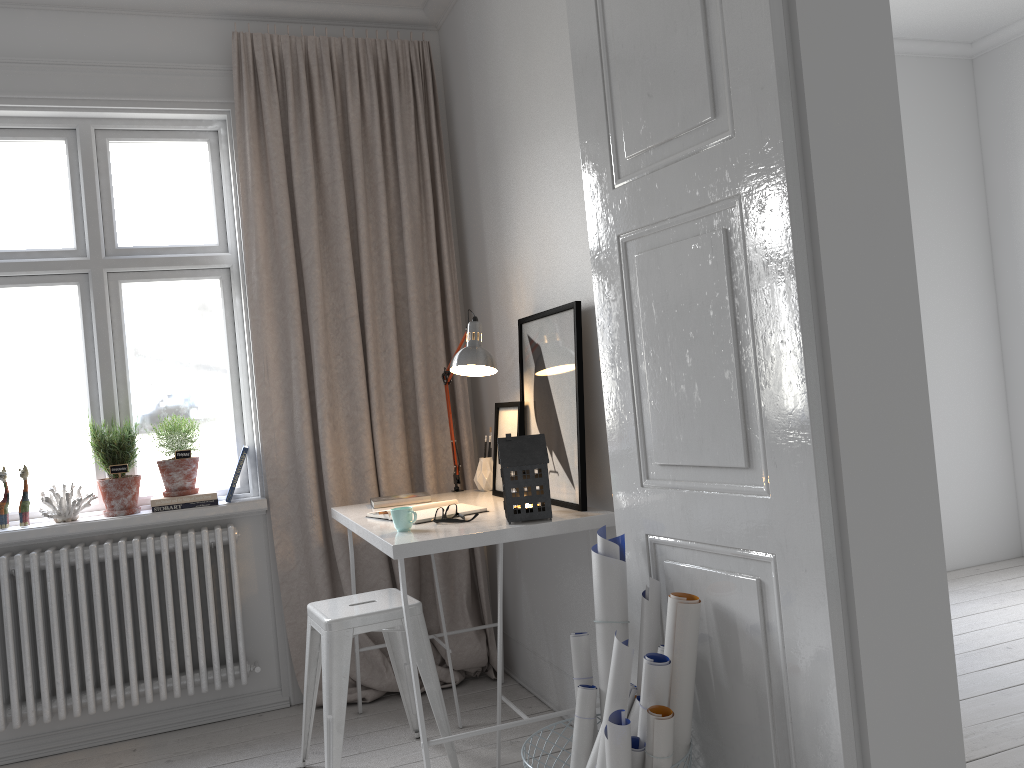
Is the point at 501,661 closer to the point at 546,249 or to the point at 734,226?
the point at 546,249

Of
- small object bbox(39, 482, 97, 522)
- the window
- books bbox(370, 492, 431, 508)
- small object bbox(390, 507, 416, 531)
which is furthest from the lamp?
small object bbox(39, 482, 97, 522)

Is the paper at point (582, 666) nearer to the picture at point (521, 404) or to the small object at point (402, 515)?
the small object at point (402, 515)

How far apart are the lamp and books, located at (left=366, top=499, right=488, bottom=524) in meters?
0.5 m

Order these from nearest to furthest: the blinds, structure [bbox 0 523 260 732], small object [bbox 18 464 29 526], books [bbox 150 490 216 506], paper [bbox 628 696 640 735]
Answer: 1. paper [bbox 628 696 640 735]
2. structure [bbox 0 523 260 732]
3. small object [bbox 18 464 29 526]
4. books [bbox 150 490 216 506]
5. the blinds

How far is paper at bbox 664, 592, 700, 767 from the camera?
1.89m

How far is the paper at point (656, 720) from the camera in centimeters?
179cm

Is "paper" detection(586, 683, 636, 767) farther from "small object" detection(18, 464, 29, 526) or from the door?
"small object" detection(18, 464, 29, 526)

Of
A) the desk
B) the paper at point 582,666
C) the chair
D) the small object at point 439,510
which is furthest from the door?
the chair

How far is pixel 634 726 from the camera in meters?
1.9
